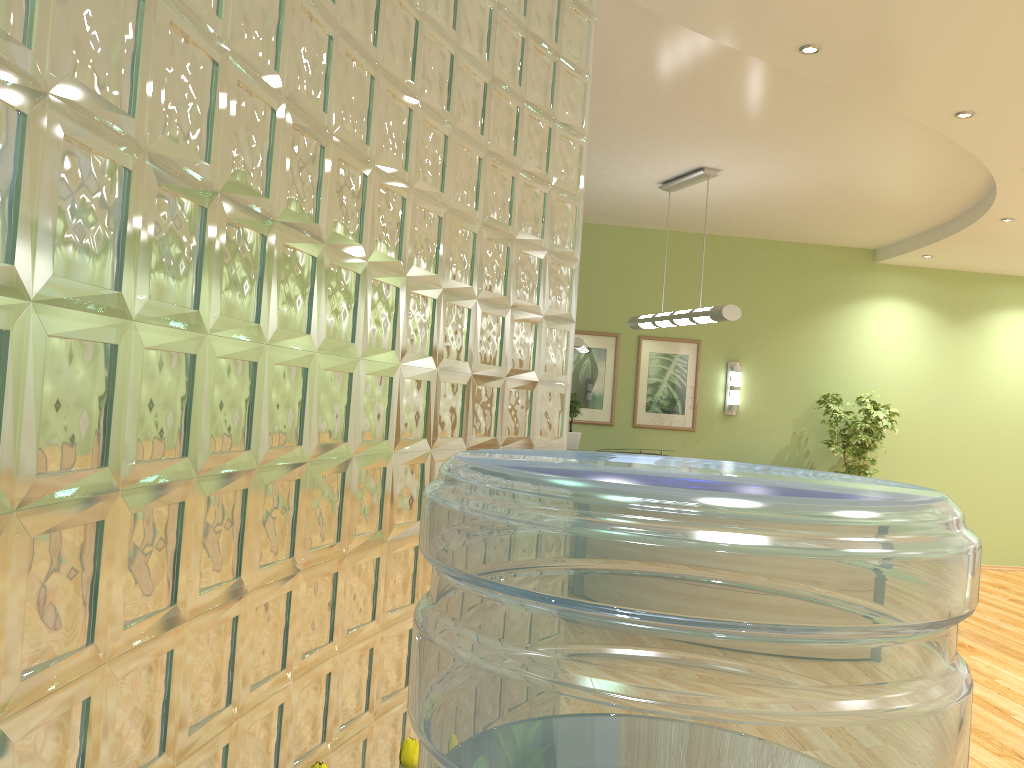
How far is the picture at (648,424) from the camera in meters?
9.6 m

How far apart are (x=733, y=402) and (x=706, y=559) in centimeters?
951cm

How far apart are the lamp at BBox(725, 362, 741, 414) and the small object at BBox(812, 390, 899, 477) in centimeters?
94cm

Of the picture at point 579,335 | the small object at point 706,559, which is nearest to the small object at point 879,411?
the picture at point 579,335

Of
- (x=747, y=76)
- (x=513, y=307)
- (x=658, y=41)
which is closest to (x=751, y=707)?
(x=513, y=307)

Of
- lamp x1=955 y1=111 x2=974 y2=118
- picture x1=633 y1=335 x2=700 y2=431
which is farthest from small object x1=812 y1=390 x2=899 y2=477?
lamp x1=955 y1=111 x2=974 y2=118

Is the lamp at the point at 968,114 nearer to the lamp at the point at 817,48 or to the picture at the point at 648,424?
the lamp at the point at 817,48

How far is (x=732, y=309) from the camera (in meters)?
6.71

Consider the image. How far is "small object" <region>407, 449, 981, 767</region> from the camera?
0.4m

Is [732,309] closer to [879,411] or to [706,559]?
[879,411]
